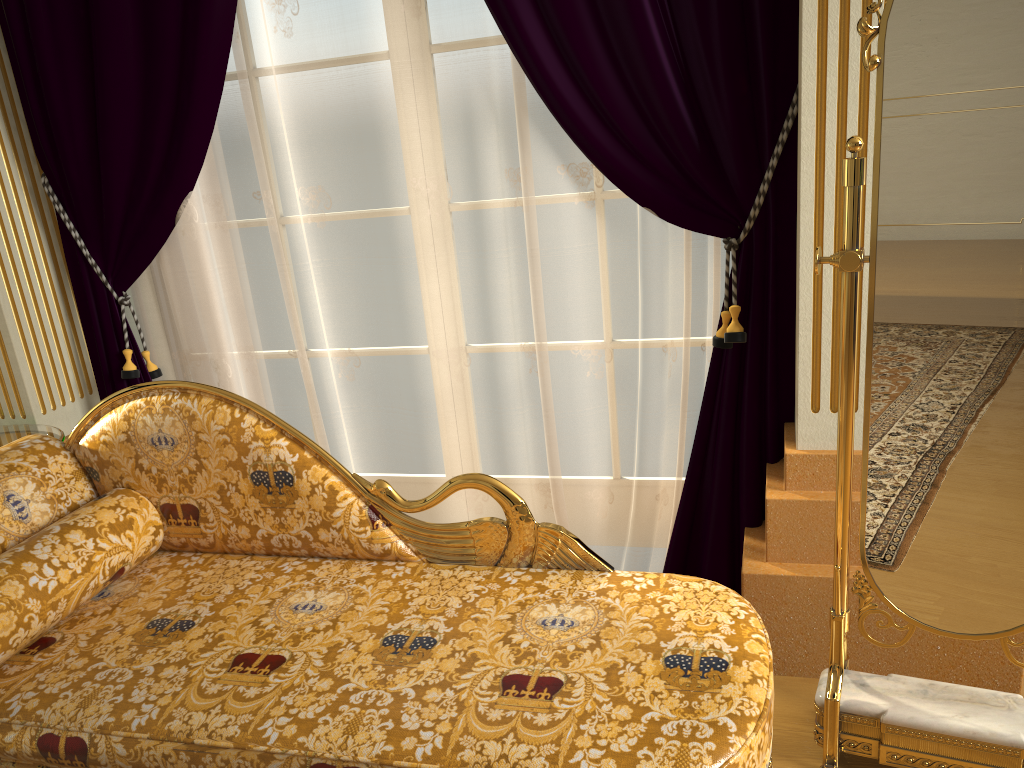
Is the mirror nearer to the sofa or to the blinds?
the sofa

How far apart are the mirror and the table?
2.1 meters

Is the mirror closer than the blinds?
Yes

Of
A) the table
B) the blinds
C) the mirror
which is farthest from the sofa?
the blinds

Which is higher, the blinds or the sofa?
the blinds

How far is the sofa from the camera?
1.40m

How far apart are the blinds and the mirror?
0.5m

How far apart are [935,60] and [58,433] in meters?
2.4 m

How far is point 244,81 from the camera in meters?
2.4

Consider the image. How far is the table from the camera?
2.53m
